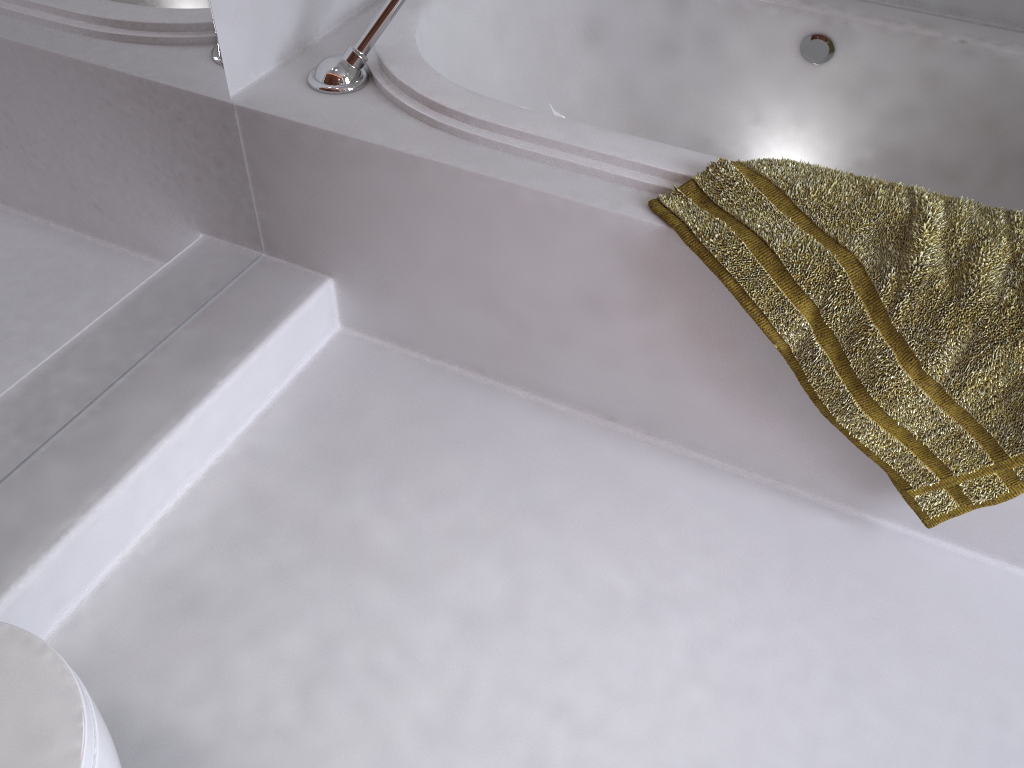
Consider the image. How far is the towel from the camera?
1.2m

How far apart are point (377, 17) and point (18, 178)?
0.67m

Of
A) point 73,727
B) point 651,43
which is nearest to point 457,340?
point 651,43

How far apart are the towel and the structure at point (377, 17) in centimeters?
60cm

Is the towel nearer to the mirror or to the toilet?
the mirror

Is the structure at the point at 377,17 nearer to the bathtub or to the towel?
the bathtub

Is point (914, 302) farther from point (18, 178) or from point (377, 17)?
point (18, 178)

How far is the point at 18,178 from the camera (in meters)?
1.20

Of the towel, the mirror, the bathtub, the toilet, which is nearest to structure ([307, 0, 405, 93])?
the bathtub

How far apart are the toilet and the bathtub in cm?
99
